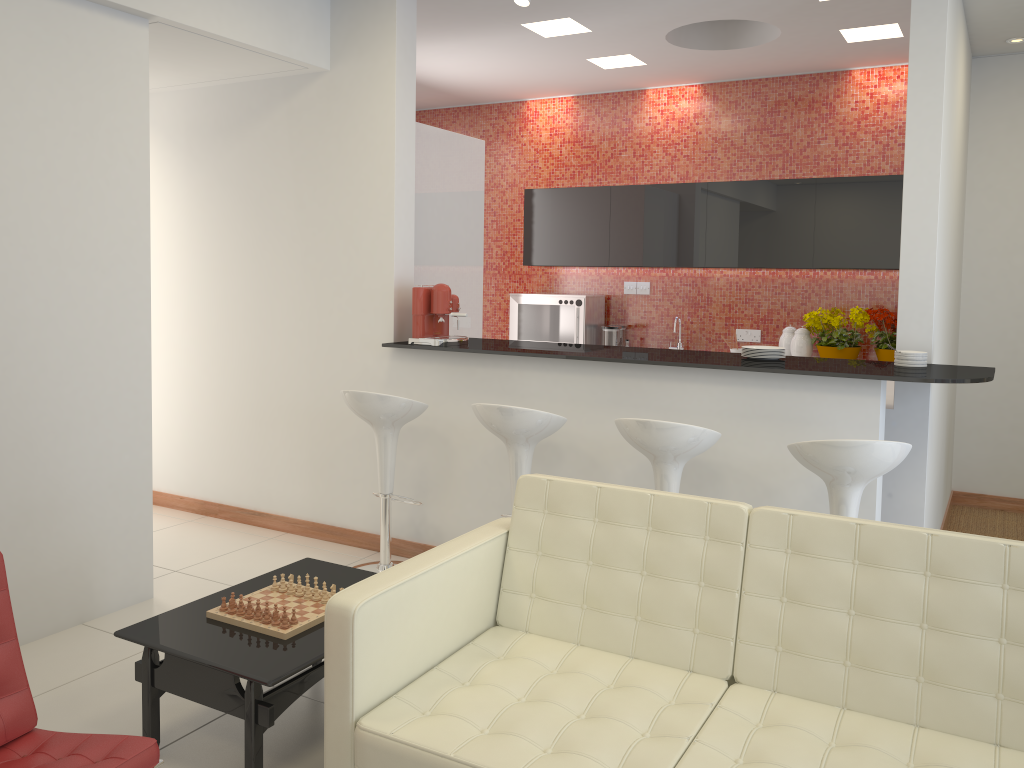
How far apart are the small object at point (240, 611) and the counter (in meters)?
1.97

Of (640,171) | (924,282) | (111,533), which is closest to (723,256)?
(640,171)

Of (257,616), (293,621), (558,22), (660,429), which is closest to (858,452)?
(660,429)

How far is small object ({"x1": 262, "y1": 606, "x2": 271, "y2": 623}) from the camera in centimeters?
295cm

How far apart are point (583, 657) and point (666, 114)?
5.6 meters

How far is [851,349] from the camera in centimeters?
626cm

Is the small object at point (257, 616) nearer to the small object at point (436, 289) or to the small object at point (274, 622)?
the small object at point (274, 622)

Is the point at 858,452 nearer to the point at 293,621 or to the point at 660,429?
the point at 660,429

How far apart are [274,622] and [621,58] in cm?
491

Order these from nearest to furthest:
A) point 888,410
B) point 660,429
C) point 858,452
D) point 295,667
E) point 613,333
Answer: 1. point 295,667
2. point 858,452
3. point 660,429
4. point 888,410
5. point 613,333
